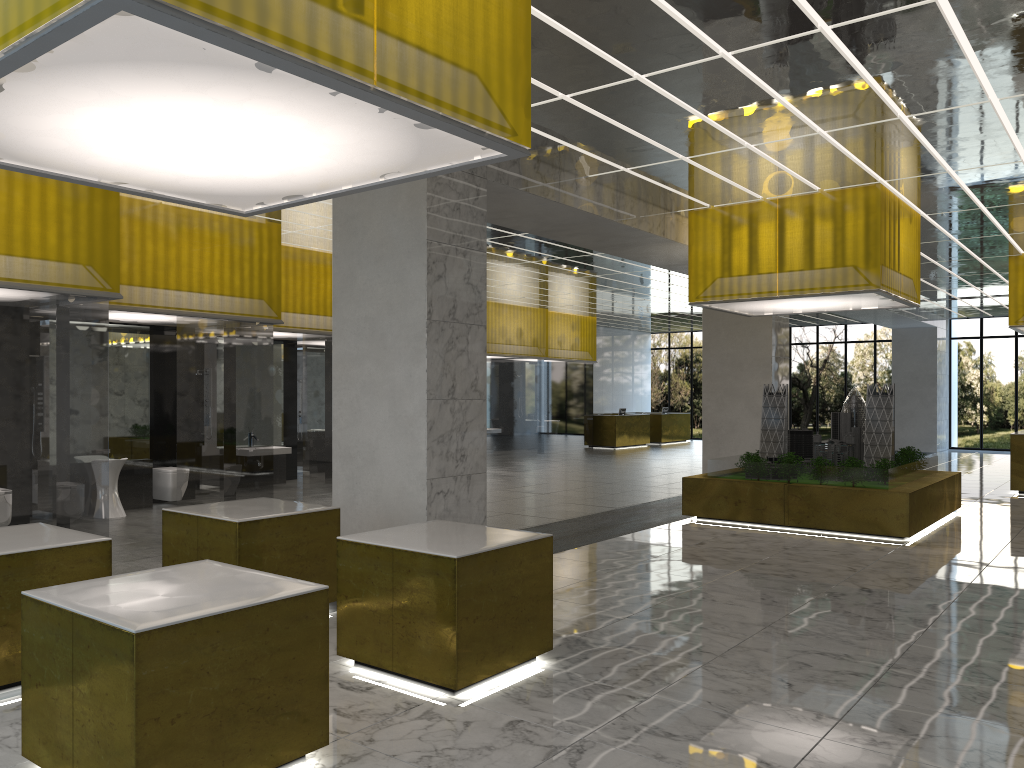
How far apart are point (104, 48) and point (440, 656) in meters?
4.9 m

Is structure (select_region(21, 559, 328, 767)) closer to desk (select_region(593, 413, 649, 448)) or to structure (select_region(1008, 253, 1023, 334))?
structure (select_region(1008, 253, 1023, 334))

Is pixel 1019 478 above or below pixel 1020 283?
below

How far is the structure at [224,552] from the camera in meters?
8.3

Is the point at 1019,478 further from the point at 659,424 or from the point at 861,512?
the point at 659,424

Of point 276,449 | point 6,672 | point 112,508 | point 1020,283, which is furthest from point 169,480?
point 1020,283

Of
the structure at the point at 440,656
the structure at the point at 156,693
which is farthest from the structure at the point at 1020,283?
the structure at the point at 156,693

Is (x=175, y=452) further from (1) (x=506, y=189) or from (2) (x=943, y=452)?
(2) (x=943, y=452)

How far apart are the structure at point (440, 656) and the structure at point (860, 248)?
10.1 meters

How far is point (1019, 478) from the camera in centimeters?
2362cm
